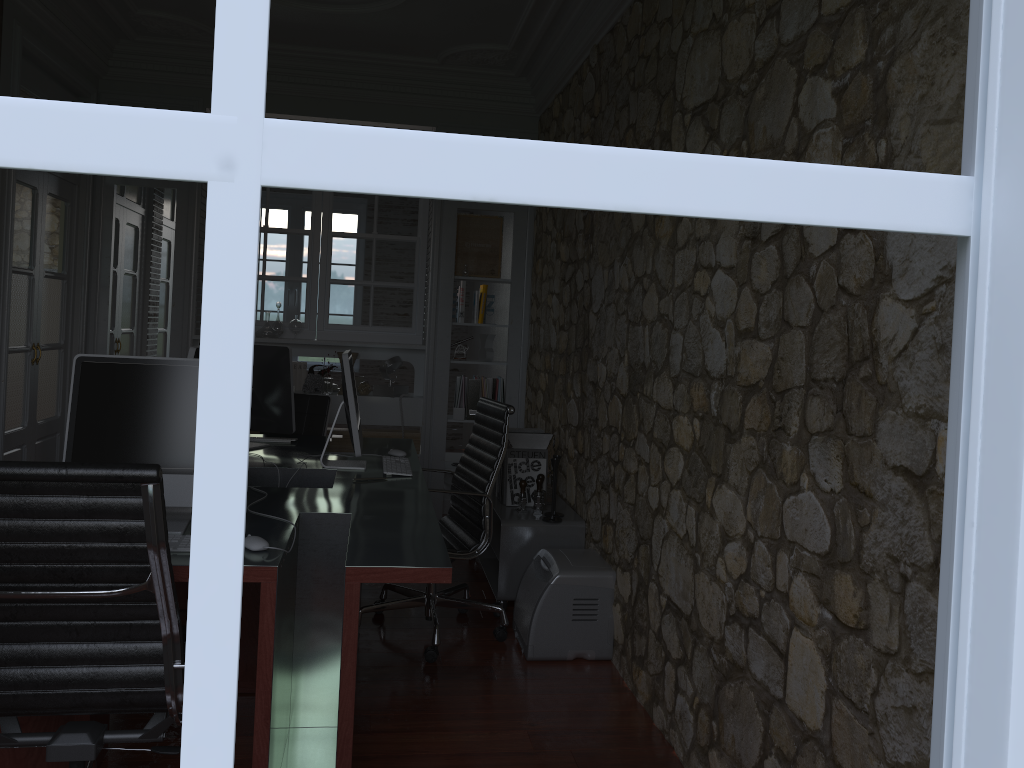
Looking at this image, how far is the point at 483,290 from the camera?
6.0m

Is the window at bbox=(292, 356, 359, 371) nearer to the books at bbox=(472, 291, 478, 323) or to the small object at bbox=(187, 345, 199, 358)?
the books at bbox=(472, 291, 478, 323)

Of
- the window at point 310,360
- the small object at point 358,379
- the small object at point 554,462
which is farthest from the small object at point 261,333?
the window at point 310,360

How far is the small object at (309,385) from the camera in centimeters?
585cm

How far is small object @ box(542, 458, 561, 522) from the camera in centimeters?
415cm

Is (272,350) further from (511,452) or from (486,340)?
(486,340)

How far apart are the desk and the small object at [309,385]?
1.4 meters

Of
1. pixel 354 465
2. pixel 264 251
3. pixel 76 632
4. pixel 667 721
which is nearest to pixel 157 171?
pixel 76 632

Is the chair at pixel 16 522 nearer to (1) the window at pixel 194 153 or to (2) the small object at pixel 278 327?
(1) the window at pixel 194 153

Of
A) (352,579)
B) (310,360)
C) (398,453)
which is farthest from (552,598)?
(310,360)
